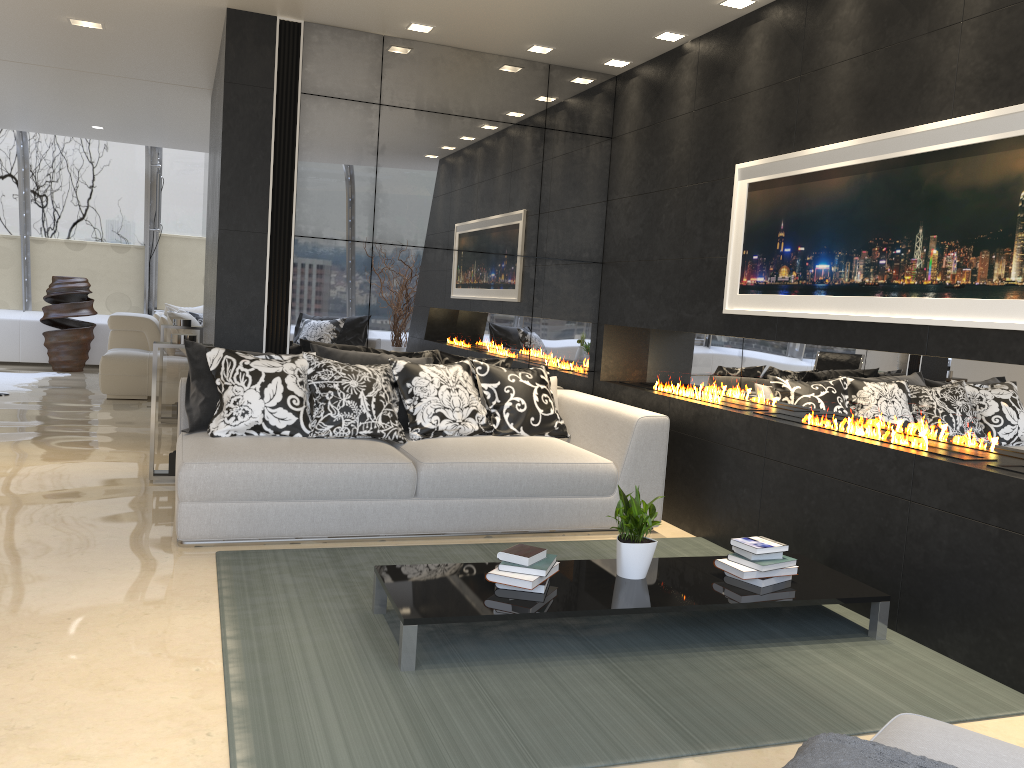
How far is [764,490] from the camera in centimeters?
452cm

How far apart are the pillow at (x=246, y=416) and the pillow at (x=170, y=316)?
5.6 meters

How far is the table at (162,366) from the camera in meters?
5.5

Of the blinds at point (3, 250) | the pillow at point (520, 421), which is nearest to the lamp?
the pillow at point (520, 421)

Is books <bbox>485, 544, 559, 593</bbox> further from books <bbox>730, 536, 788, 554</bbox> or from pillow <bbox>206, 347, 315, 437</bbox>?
pillow <bbox>206, 347, 315, 437</bbox>

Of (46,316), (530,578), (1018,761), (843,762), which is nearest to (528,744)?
(530,578)

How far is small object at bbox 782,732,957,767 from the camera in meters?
1.6

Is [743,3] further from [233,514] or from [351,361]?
[233,514]

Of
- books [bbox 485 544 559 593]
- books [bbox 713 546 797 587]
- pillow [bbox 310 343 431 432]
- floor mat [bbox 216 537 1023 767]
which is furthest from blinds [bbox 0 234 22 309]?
books [bbox 713 546 797 587]

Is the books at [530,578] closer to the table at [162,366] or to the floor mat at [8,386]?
the table at [162,366]
